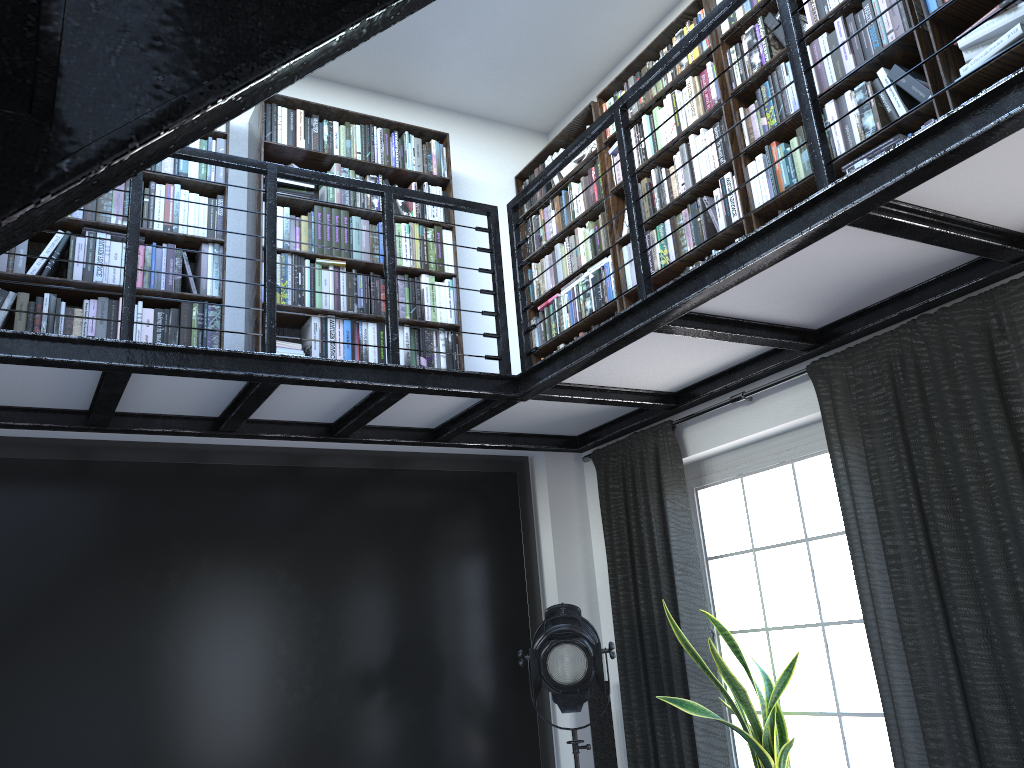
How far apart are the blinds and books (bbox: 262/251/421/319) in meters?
1.2 m

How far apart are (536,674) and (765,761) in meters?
1.0

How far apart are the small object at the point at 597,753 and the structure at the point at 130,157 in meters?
1.3

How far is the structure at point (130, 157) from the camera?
0.5m

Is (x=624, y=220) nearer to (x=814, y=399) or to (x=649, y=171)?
(x=649, y=171)

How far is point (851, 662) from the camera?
3.55m

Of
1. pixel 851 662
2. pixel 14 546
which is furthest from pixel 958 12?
pixel 14 546

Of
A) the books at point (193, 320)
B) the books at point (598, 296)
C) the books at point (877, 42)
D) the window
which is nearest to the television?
the books at point (193, 320)

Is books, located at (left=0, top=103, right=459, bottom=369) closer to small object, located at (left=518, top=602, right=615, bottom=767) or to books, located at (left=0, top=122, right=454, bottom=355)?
books, located at (left=0, top=122, right=454, bottom=355)

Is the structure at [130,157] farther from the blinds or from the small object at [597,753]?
the small object at [597,753]
